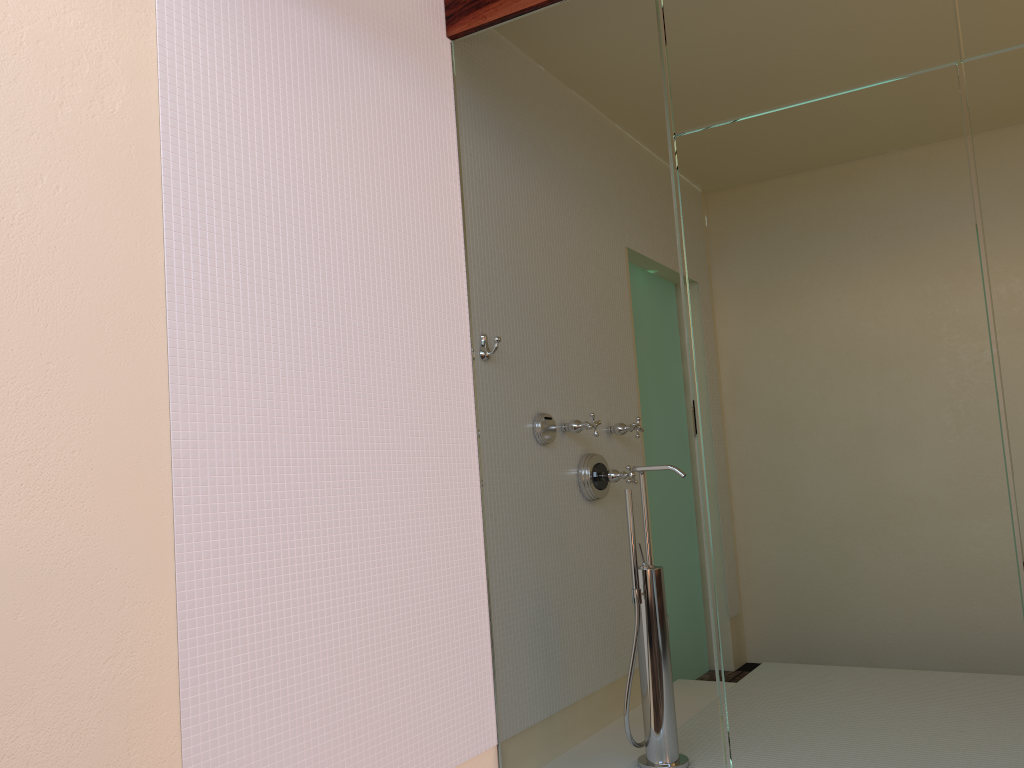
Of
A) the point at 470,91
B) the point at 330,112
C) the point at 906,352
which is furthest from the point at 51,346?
the point at 906,352
